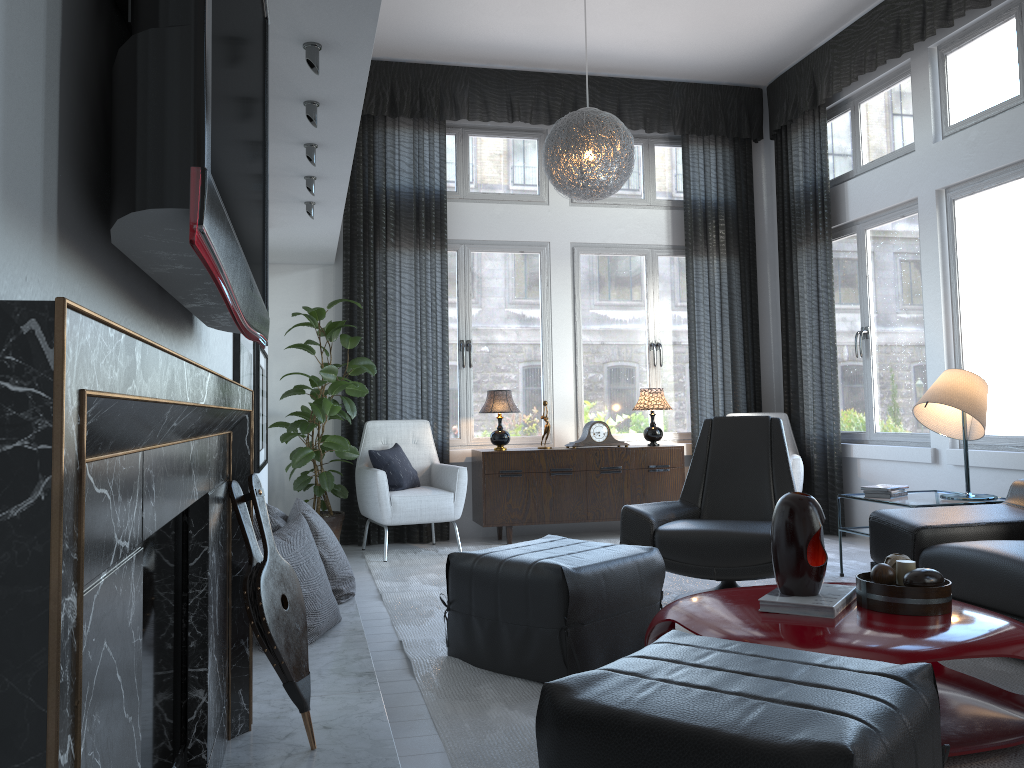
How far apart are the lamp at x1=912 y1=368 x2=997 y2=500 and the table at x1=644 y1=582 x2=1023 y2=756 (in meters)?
1.56

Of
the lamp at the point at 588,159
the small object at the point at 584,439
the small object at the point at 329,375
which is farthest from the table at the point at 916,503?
the small object at the point at 329,375

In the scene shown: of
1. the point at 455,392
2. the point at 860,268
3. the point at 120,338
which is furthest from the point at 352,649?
the point at 860,268

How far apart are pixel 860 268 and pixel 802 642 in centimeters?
421cm

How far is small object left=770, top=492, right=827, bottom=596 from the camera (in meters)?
2.44

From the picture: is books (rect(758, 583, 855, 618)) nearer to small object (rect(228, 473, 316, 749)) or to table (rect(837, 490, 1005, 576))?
small object (rect(228, 473, 316, 749))

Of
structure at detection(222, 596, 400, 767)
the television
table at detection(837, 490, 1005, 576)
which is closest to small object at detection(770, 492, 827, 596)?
structure at detection(222, 596, 400, 767)

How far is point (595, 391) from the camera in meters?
6.5 m

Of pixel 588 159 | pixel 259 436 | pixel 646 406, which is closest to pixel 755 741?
pixel 259 436

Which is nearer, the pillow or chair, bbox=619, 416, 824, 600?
chair, bbox=619, 416, 824, 600
